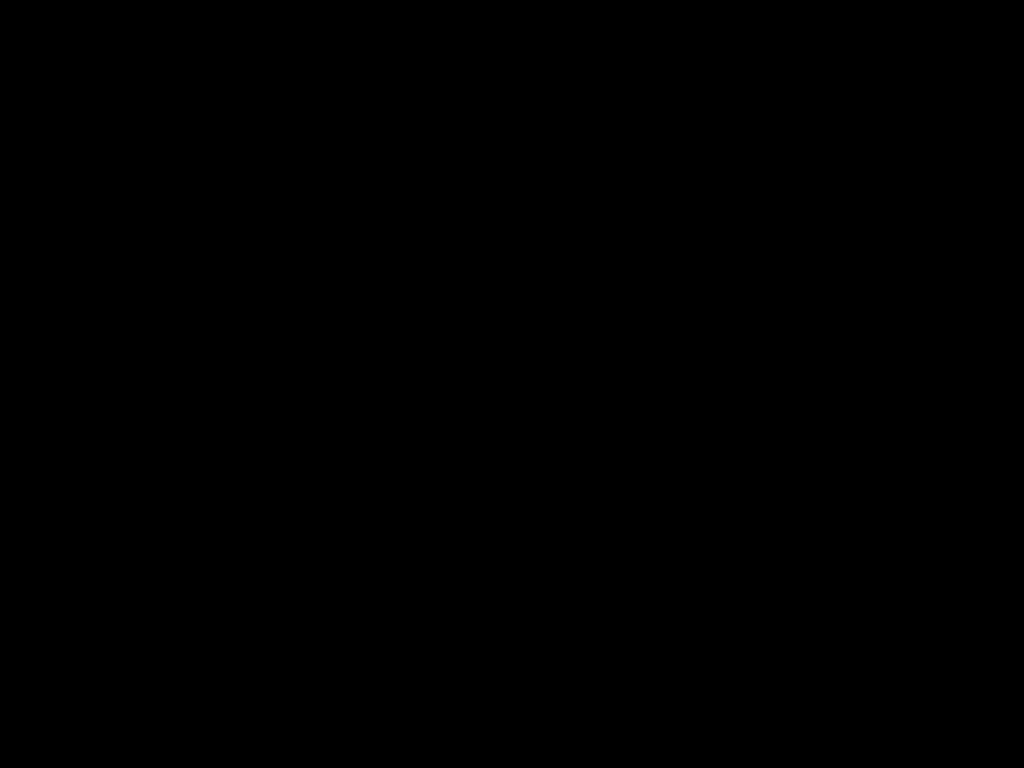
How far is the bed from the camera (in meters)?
0.52

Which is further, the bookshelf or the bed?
the bookshelf

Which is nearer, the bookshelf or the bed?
the bed

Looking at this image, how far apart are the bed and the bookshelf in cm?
2

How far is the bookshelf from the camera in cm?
211

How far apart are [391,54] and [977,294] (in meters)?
1.98

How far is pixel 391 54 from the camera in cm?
52

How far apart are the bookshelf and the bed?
0.02m

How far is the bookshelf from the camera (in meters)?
2.11
